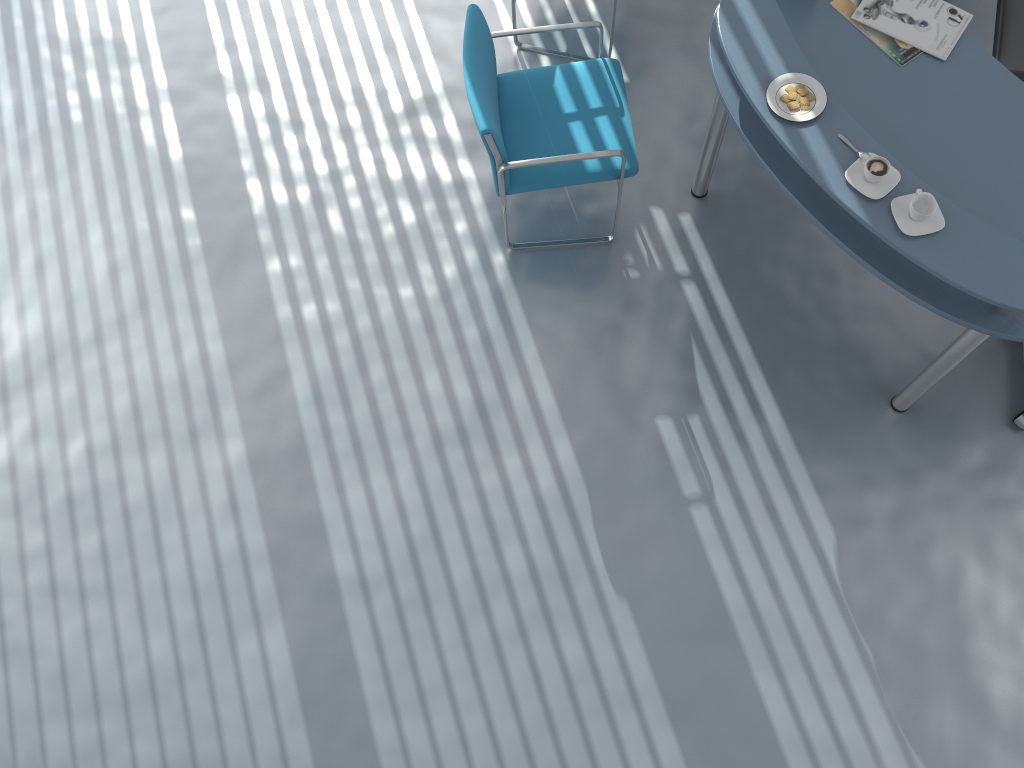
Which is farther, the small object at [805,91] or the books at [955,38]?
the books at [955,38]

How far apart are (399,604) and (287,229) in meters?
1.5

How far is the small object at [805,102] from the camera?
2.37m

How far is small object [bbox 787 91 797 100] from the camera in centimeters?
238cm

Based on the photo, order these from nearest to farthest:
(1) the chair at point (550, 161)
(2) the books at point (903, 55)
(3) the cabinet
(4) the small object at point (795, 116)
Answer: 1. (4) the small object at point (795, 116)
2. (2) the books at point (903, 55)
3. (1) the chair at point (550, 161)
4. (3) the cabinet

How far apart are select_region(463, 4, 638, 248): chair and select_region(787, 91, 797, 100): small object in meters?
0.6

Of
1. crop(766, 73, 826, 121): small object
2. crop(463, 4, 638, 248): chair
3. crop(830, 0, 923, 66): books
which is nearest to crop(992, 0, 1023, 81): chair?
crop(830, 0, 923, 66): books

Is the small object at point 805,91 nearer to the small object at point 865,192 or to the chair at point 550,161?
the small object at point 865,192

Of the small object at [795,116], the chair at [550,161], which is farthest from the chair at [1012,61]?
the chair at [550,161]

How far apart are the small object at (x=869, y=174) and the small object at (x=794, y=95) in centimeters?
28cm
